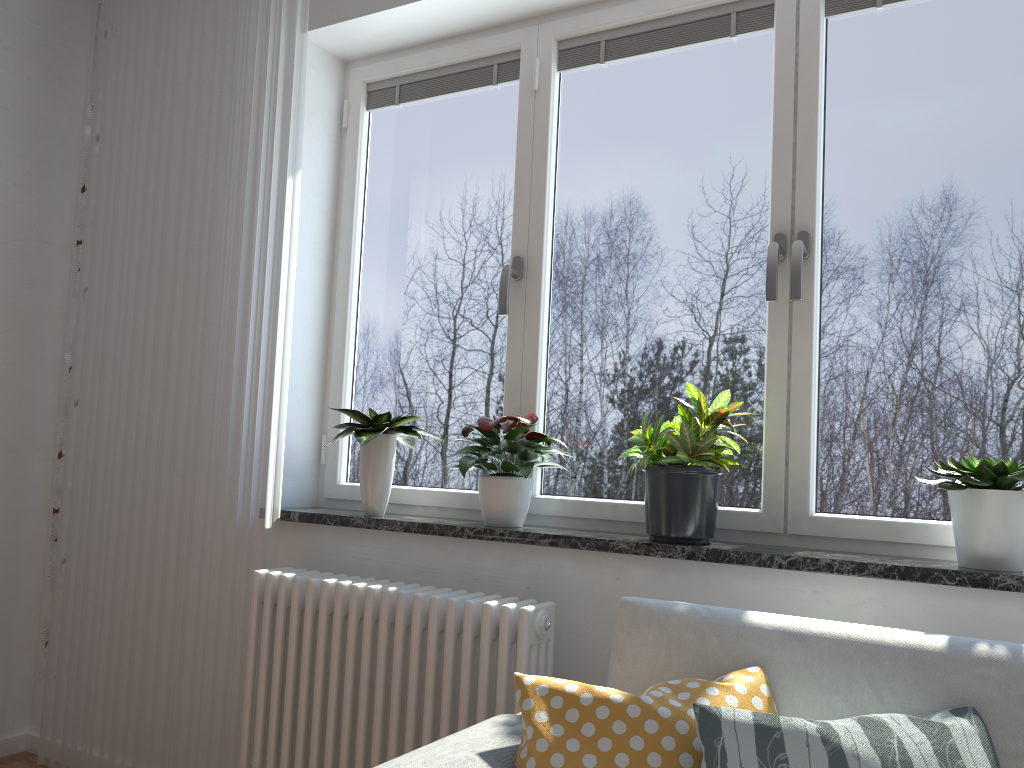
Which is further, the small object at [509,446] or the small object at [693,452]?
the small object at [509,446]

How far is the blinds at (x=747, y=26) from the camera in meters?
2.4

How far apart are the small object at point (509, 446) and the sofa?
0.5m

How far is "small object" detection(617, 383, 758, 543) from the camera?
2.05m

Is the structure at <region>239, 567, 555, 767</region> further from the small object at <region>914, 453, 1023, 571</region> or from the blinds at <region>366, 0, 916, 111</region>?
the blinds at <region>366, 0, 916, 111</region>

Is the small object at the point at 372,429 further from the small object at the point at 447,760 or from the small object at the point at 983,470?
the small object at the point at 983,470

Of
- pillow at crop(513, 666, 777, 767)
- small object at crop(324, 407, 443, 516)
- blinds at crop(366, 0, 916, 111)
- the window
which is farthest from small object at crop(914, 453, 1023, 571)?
small object at crop(324, 407, 443, 516)

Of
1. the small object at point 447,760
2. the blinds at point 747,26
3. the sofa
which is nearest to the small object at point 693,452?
the sofa

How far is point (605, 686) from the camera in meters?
2.1 m

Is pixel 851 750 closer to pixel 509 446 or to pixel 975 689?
pixel 975 689
